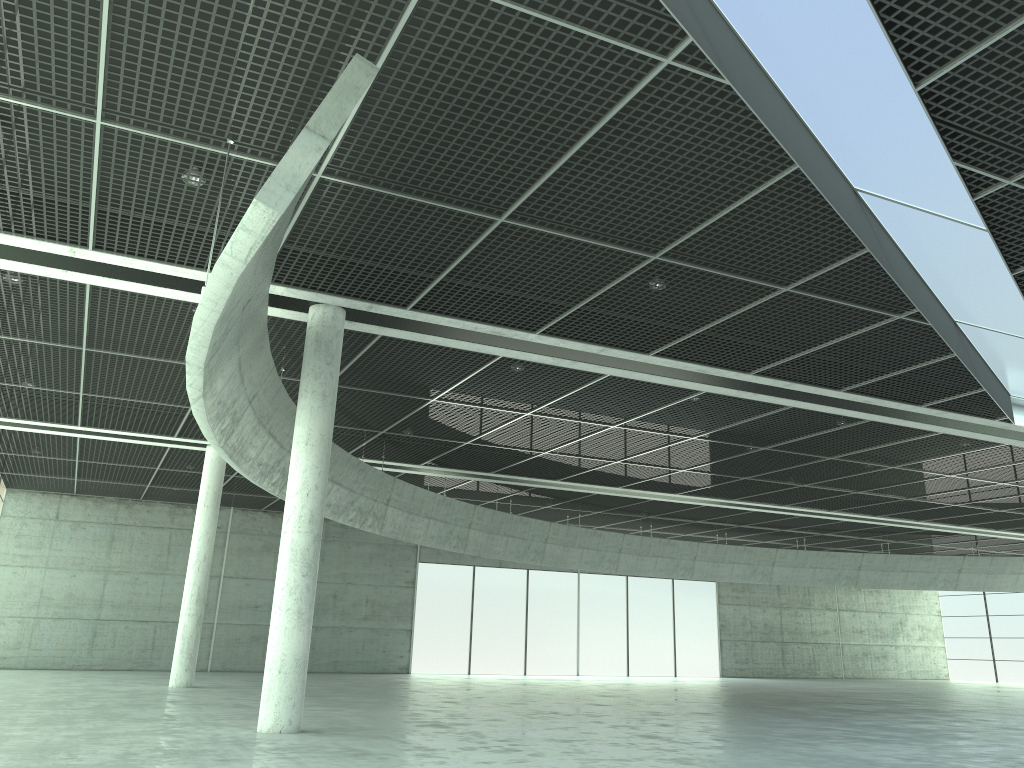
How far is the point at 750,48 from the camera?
18.7m
